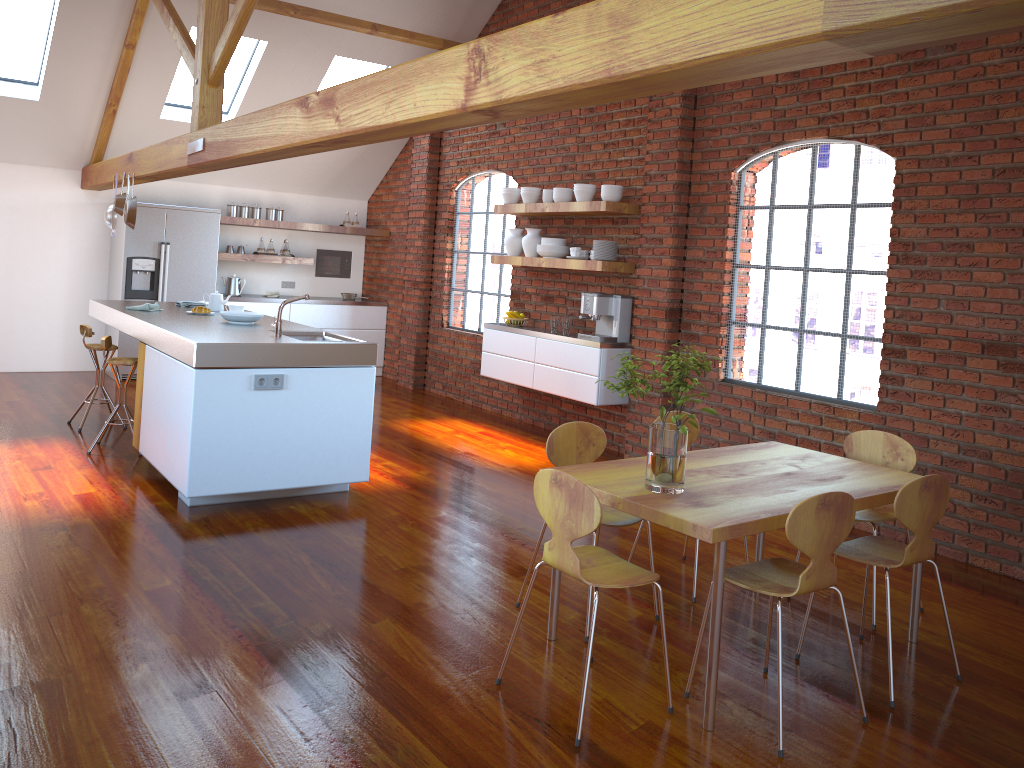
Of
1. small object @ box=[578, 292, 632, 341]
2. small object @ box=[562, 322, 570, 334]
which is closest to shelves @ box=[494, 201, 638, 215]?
small object @ box=[578, 292, 632, 341]

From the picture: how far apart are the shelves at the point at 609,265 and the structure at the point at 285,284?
3.5 meters

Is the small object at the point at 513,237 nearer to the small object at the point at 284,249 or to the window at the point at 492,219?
the window at the point at 492,219

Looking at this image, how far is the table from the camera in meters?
2.8 m

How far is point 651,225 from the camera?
6.4 meters

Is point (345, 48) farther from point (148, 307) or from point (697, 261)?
point (697, 261)

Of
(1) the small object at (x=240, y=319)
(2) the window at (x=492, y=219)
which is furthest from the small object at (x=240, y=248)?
(1) the small object at (x=240, y=319)

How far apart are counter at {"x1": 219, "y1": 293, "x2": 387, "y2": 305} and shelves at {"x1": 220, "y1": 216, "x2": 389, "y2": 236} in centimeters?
77cm

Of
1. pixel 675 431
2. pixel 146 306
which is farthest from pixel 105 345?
pixel 675 431

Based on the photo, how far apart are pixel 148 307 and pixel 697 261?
3.9 meters
